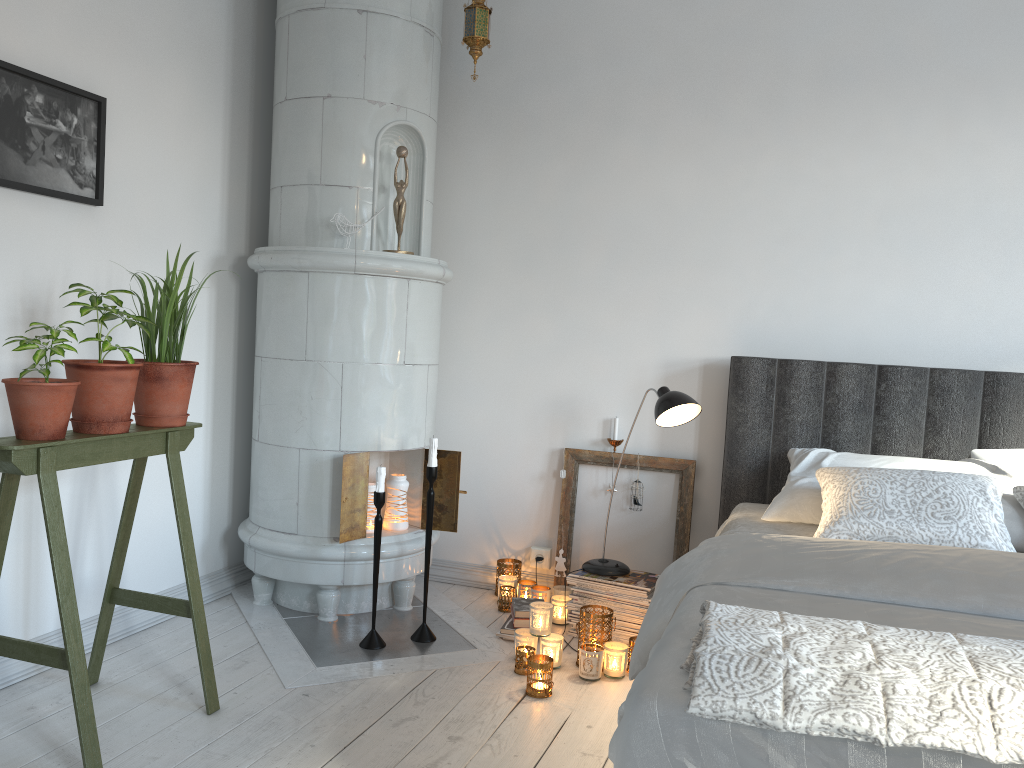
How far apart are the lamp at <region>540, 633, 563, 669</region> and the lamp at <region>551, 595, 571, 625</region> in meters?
0.4

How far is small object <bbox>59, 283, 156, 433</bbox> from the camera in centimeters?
215cm

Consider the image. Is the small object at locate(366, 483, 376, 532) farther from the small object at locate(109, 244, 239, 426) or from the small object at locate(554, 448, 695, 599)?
the small object at locate(109, 244, 239, 426)

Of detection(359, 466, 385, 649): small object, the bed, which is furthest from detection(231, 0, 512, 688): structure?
the bed

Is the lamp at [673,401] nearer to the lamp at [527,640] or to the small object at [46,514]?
the lamp at [527,640]

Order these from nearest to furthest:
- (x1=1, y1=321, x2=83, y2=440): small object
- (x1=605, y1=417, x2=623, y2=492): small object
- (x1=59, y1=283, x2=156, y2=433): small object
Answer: (x1=1, y1=321, x2=83, y2=440): small object < (x1=59, y1=283, x2=156, y2=433): small object < (x1=605, y1=417, x2=623, y2=492): small object

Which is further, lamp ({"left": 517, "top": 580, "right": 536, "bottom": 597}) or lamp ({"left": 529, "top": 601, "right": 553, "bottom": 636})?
lamp ({"left": 517, "top": 580, "right": 536, "bottom": 597})

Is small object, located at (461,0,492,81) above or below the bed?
above

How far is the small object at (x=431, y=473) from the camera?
3.0m

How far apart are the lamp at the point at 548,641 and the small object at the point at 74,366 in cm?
144
